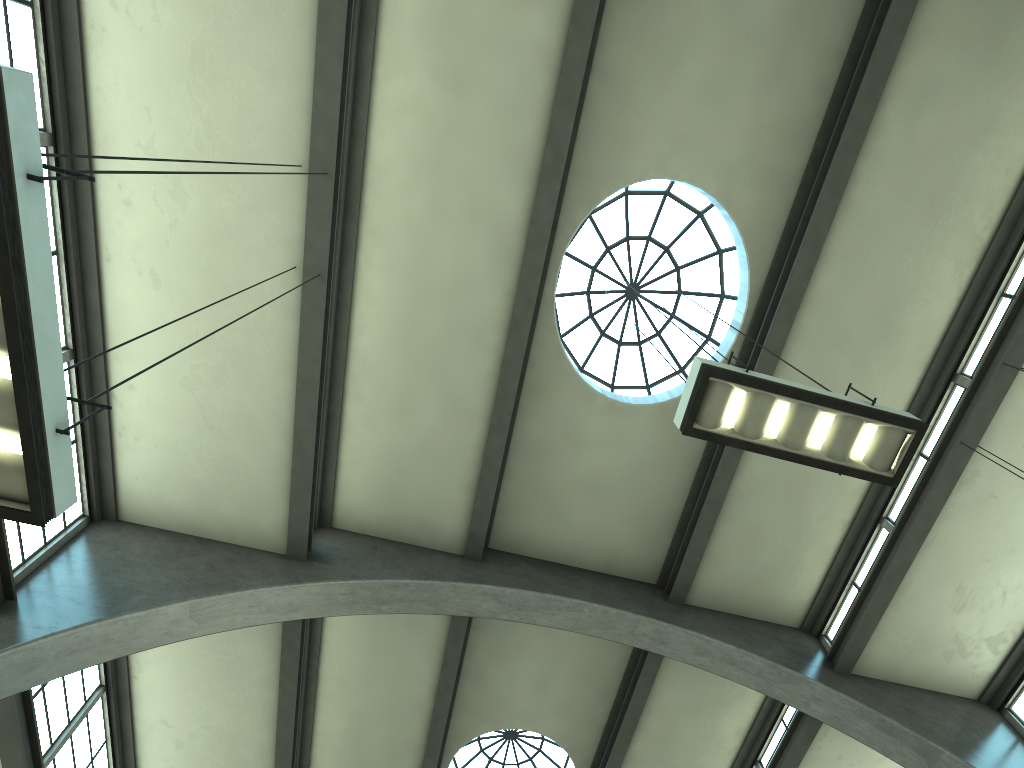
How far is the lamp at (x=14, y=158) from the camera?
3.2m

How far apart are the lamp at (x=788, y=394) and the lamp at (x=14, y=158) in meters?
3.7

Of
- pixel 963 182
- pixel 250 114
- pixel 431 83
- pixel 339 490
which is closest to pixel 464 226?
pixel 431 83

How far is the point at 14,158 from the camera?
3.2m

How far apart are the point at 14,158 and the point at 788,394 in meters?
4.5 m

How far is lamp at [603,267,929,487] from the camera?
5.35m

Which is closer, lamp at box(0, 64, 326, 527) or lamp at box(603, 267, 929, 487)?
lamp at box(0, 64, 326, 527)

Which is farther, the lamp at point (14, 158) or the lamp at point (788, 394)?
the lamp at point (788, 394)

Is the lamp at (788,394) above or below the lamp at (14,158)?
above

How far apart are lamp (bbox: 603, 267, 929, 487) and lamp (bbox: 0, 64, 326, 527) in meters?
3.7 m
